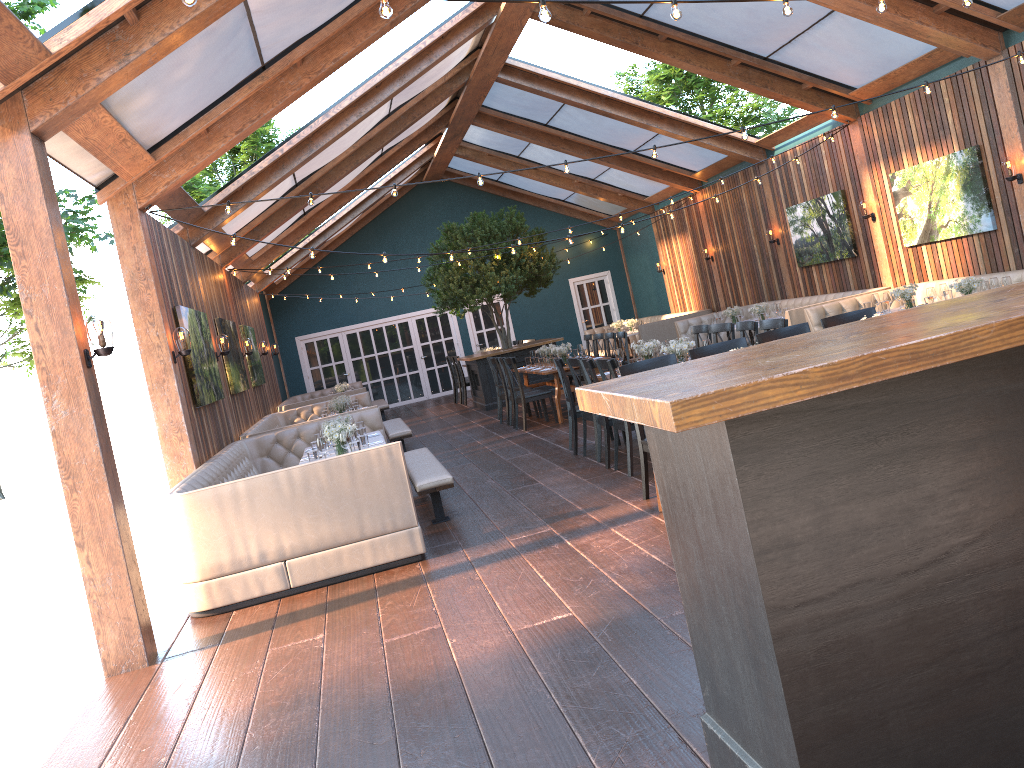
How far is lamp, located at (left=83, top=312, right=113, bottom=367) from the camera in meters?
5.2

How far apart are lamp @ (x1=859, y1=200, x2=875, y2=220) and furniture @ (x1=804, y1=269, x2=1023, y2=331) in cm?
141

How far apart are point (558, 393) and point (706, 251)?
6.9m

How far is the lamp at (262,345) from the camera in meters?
16.0 m

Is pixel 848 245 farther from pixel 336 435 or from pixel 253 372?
pixel 253 372

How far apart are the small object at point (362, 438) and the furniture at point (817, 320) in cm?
632

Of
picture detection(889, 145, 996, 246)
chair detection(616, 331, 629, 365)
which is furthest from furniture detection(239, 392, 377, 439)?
picture detection(889, 145, 996, 246)

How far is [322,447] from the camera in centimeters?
731cm

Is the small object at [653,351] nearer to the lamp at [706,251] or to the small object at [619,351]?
the small object at [619,351]

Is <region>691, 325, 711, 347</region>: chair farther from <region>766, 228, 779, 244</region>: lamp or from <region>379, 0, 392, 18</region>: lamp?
<region>379, 0, 392, 18</region>: lamp
